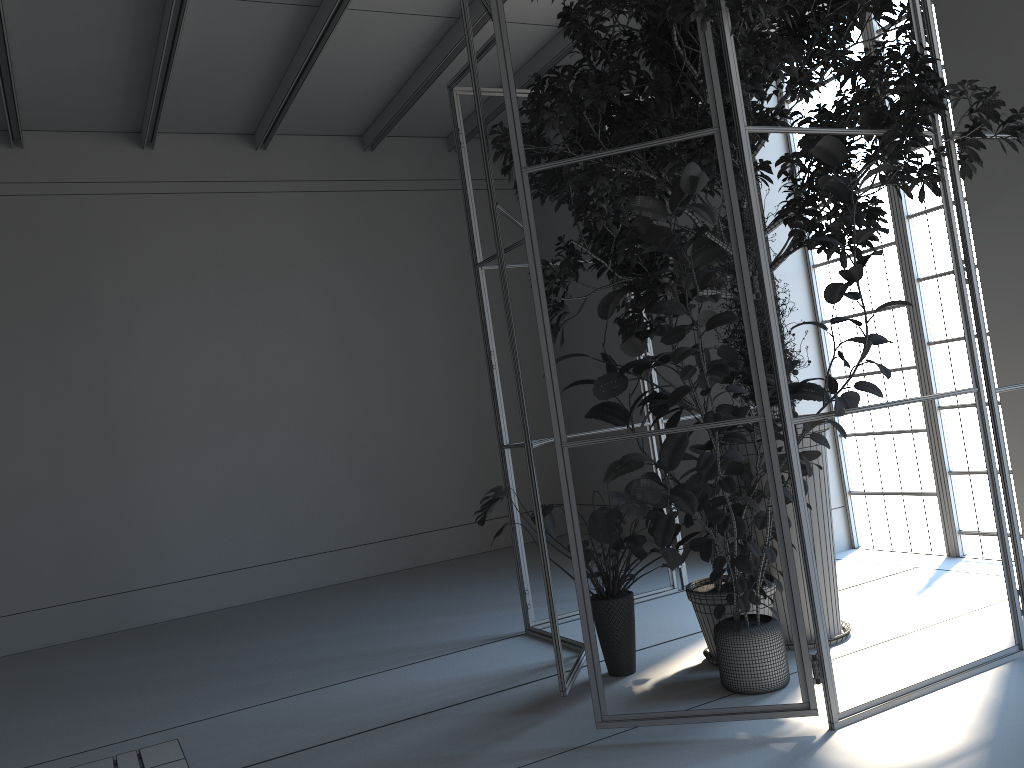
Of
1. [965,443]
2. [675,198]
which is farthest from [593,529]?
[965,443]

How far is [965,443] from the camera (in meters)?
5.62

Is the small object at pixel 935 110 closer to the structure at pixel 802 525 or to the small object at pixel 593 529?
the structure at pixel 802 525

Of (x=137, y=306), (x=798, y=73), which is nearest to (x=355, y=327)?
(x=137, y=306)

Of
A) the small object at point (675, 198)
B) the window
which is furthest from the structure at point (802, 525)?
the window

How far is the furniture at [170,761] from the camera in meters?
2.5

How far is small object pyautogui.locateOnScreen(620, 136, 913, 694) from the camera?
3.21m

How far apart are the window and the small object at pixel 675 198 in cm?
209

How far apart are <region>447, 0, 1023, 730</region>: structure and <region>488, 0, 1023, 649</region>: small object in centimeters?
4cm

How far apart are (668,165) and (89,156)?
5.6 meters
